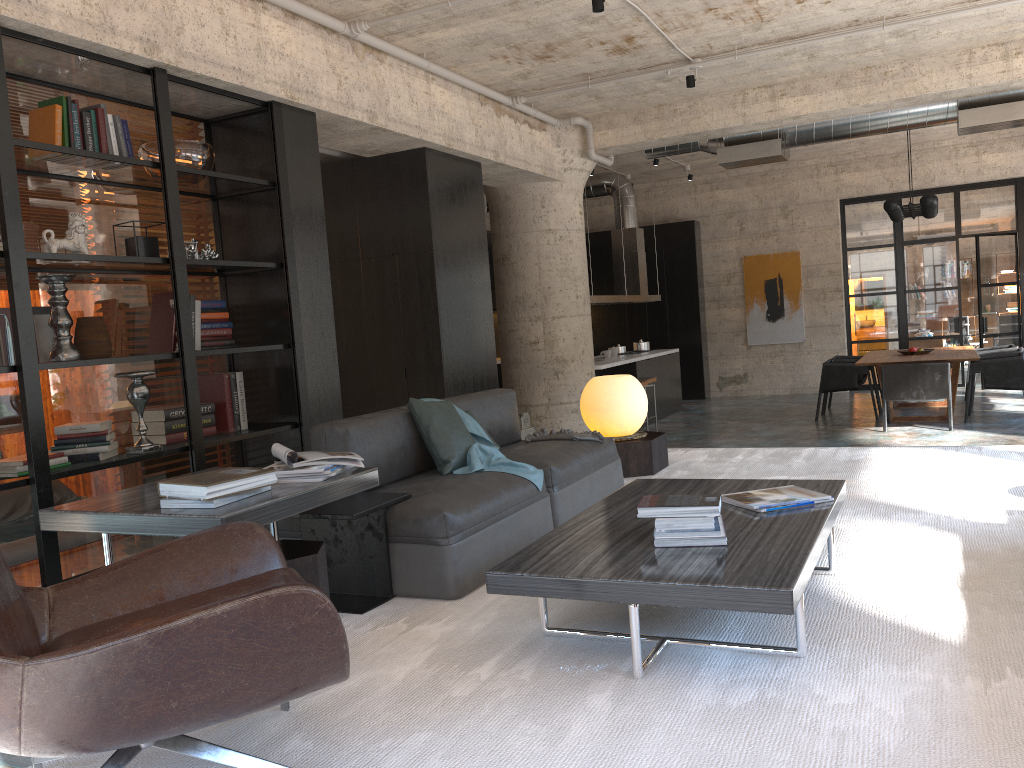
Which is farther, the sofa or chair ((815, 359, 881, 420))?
chair ((815, 359, 881, 420))

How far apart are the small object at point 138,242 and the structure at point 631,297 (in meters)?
6.79

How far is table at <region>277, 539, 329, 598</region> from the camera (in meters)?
2.92

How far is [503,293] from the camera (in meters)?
9.92

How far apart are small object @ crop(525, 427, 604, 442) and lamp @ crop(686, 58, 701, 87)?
3.9m

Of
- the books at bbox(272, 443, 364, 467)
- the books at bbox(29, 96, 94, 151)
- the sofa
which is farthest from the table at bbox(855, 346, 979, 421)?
the books at bbox(29, 96, 94, 151)

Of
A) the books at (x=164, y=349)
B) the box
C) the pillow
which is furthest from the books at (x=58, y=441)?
the box

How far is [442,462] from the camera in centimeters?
417cm

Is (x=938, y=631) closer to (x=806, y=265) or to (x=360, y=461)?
(x=360, y=461)

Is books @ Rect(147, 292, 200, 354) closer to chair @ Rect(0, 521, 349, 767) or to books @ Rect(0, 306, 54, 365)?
books @ Rect(0, 306, 54, 365)
